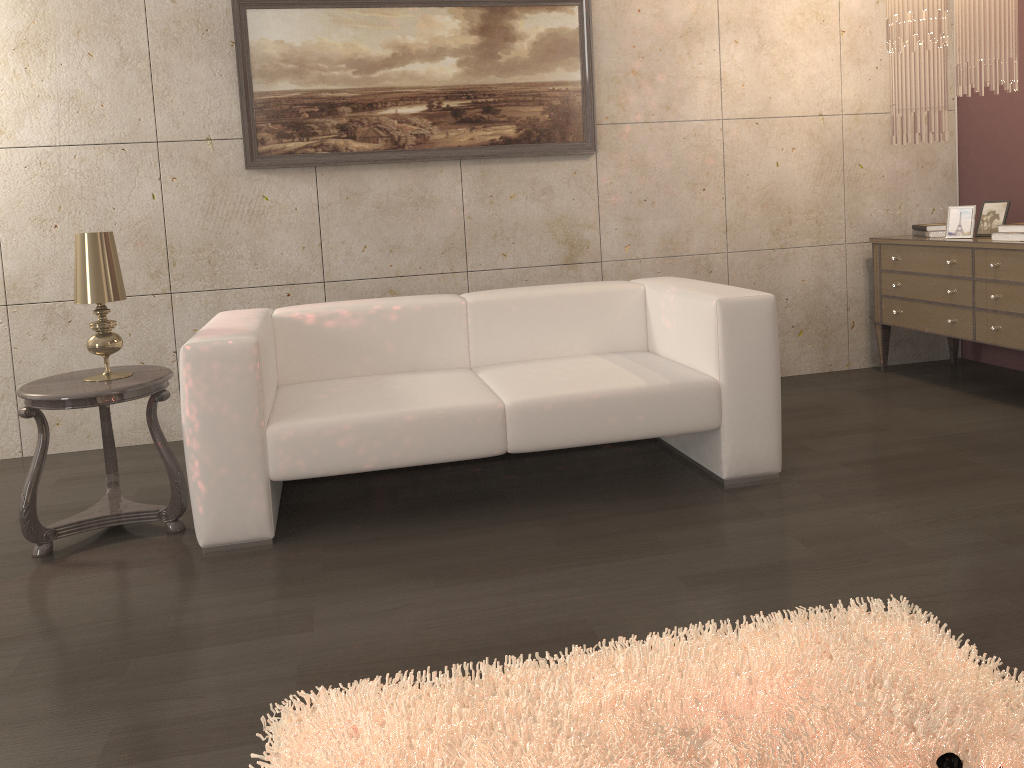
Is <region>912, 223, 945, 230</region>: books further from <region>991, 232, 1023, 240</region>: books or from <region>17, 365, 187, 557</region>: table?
<region>17, 365, 187, 557</region>: table

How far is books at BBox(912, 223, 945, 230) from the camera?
4.4 meters

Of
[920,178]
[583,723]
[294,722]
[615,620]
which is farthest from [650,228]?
[294,722]

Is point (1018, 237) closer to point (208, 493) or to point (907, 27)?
point (907, 27)

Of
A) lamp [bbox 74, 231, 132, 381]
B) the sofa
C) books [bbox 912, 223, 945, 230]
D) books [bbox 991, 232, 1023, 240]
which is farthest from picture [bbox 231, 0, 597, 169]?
books [bbox 991, 232, 1023, 240]

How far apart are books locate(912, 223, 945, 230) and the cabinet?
0.1m

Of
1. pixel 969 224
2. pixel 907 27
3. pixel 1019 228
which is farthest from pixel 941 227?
pixel 907 27

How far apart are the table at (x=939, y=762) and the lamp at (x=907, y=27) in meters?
2.7 m

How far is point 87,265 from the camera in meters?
2.8 m

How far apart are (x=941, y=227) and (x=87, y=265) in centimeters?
388cm
